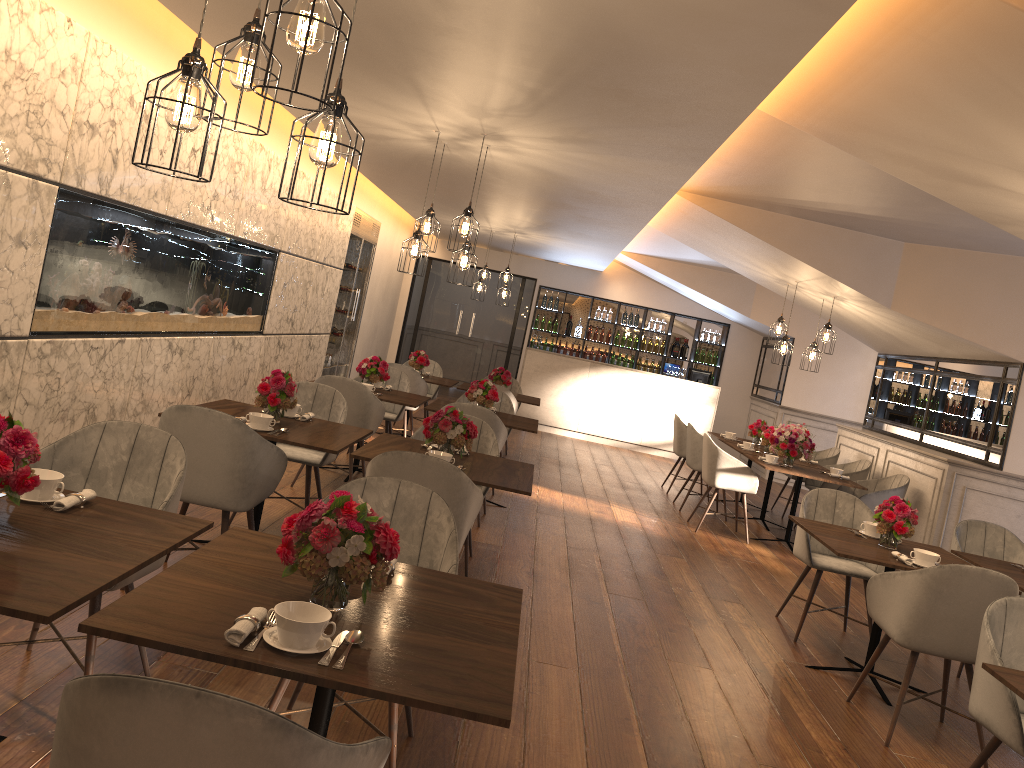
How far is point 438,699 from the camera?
1.82m

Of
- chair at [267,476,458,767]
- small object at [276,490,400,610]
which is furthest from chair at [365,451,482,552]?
small object at [276,490,400,610]

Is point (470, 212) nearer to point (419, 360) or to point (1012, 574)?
→ point (1012, 574)

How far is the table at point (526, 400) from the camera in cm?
952

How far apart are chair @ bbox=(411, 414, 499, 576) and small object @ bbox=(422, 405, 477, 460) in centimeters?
58cm

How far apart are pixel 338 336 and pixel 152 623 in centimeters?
958cm

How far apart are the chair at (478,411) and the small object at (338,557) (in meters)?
4.27

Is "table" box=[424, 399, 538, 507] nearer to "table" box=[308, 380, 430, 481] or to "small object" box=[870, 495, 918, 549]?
"table" box=[308, 380, 430, 481]

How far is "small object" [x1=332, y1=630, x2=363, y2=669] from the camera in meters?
1.9

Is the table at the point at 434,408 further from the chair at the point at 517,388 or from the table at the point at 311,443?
the chair at the point at 517,388
